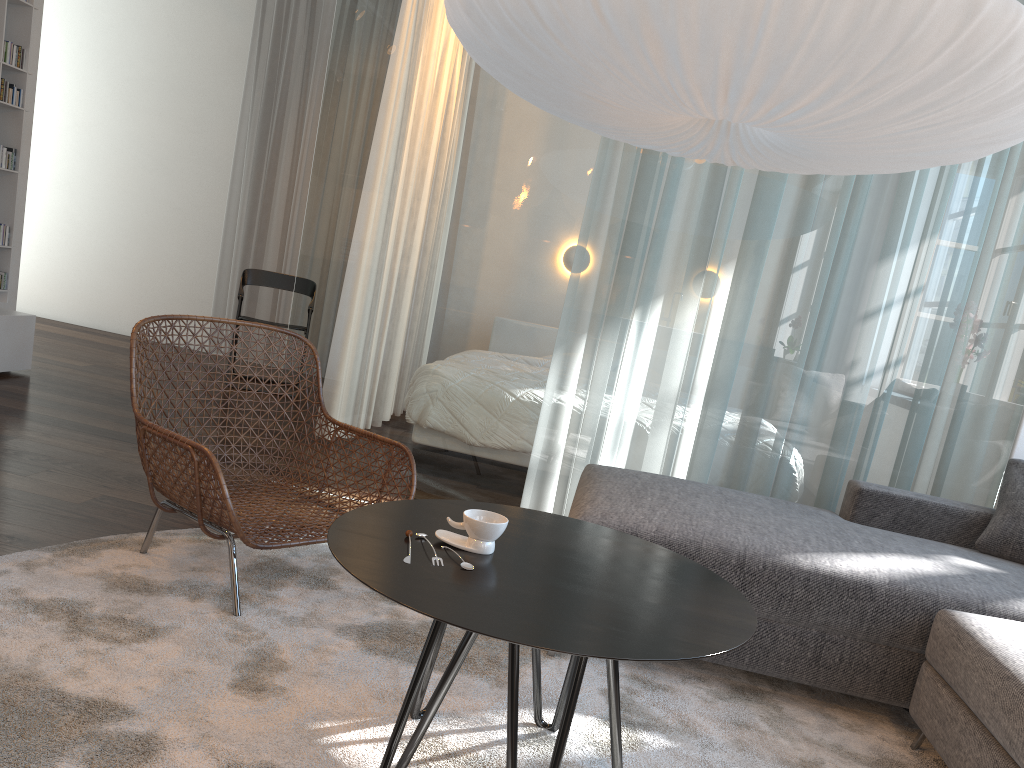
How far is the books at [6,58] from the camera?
4.6m

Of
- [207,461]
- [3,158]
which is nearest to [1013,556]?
[207,461]

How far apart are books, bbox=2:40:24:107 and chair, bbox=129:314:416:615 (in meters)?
2.86

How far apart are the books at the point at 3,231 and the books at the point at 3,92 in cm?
66

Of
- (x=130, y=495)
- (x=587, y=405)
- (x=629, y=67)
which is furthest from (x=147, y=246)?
(x=629, y=67)

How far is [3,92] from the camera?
4.61m

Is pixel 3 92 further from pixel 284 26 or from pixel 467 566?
pixel 467 566

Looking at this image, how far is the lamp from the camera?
1.6m

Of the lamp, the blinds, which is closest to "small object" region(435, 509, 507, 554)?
the lamp

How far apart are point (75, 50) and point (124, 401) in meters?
3.9
